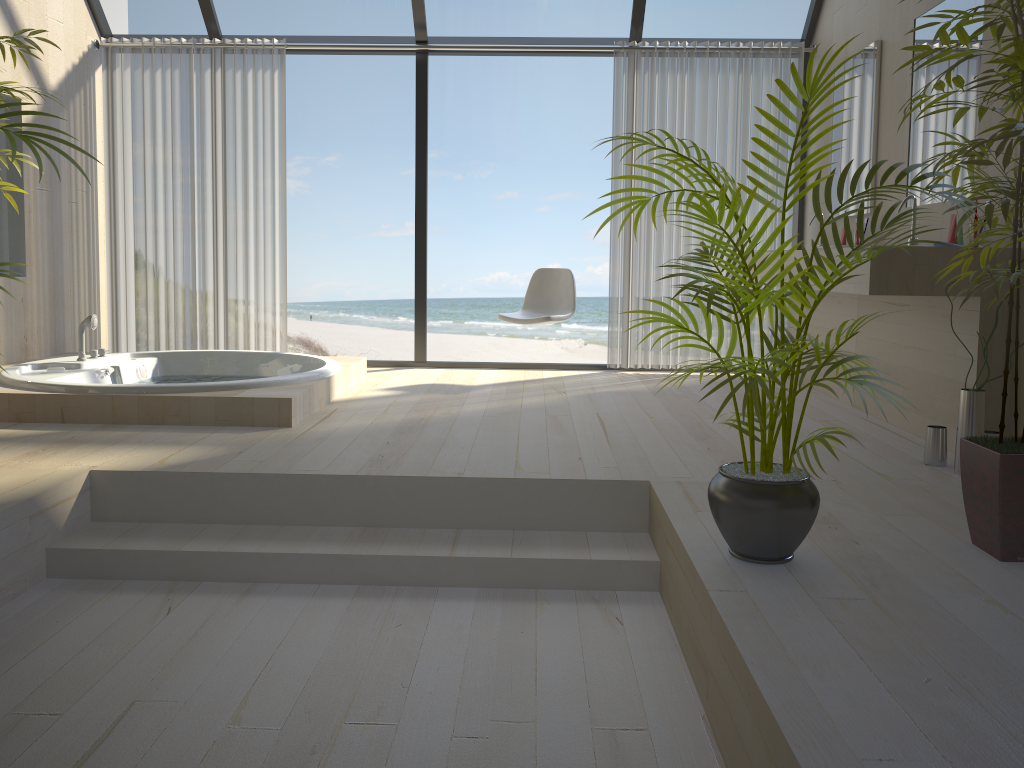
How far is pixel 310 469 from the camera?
3.0 meters

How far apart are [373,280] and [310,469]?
13.1m

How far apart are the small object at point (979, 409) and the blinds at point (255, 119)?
4.0 meters

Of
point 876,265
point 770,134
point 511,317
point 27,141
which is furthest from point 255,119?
point 770,134

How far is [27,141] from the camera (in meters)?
2.16

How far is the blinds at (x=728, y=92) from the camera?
5.5 meters

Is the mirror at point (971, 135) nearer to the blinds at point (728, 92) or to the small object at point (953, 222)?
the small object at point (953, 222)

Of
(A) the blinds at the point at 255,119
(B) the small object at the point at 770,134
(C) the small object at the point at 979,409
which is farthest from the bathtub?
(C) the small object at the point at 979,409

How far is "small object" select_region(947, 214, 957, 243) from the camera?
3.3 meters

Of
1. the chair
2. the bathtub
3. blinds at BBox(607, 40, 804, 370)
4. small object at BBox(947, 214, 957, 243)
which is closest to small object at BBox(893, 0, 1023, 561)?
small object at BBox(947, 214, 957, 243)
